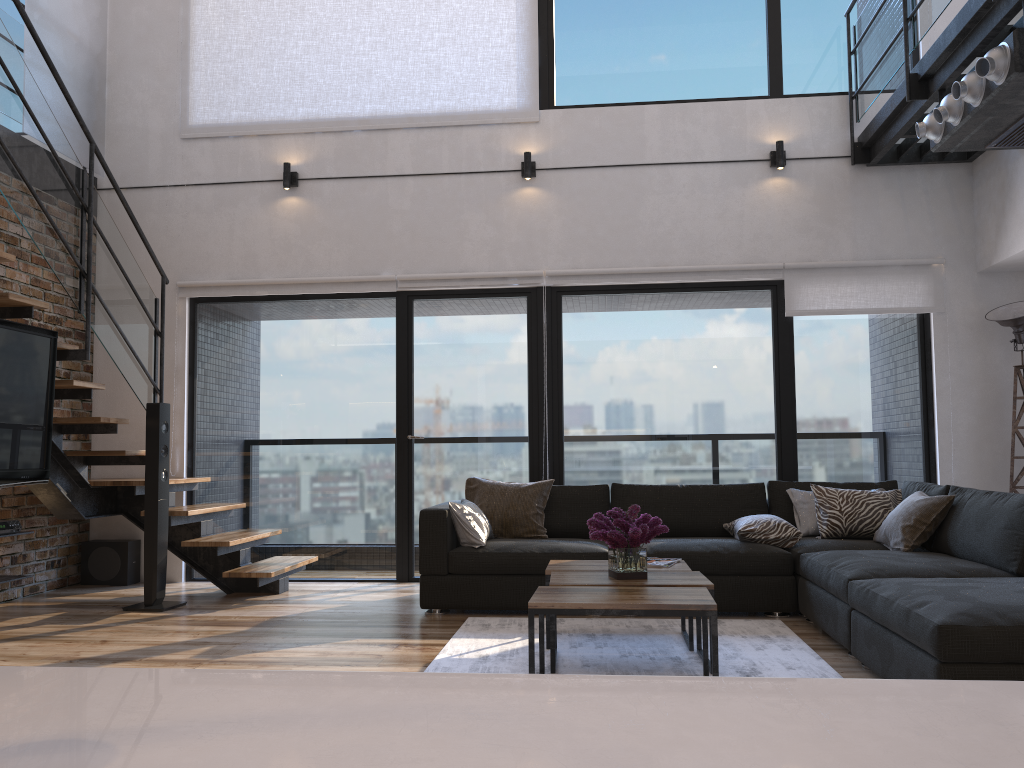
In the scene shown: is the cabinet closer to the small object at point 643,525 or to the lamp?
the small object at point 643,525

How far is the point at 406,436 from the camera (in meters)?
6.24

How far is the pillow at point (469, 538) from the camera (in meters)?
4.94

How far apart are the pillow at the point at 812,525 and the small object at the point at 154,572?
3.69m

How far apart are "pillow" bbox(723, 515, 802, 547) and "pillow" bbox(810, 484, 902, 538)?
0.23m

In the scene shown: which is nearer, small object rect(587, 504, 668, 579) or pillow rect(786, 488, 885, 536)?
small object rect(587, 504, 668, 579)

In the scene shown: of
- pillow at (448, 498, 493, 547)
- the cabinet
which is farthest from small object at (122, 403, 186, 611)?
the cabinet

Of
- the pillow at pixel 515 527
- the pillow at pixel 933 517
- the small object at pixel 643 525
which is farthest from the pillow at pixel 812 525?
the small object at pixel 643 525

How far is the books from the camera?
4.06m

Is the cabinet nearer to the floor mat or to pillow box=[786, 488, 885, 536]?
the floor mat
